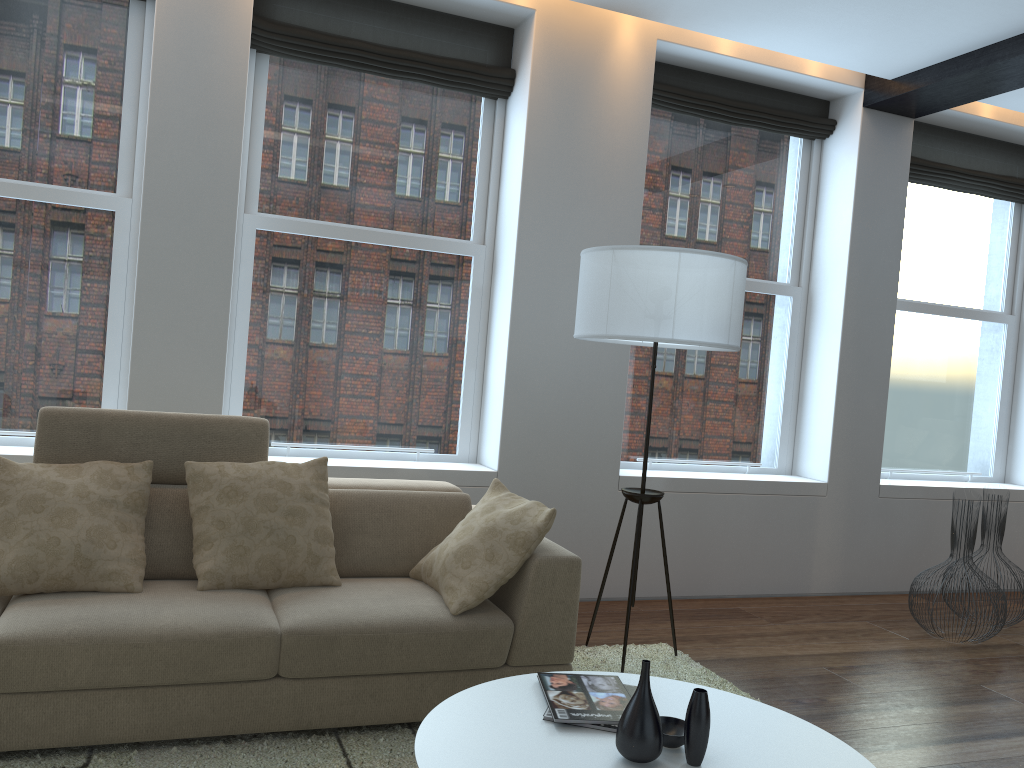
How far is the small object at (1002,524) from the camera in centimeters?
491cm

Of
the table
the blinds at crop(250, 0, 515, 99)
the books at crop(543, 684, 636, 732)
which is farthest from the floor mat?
the blinds at crop(250, 0, 515, 99)

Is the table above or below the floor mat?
above

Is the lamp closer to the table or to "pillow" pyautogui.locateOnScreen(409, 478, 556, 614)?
"pillow" pyautogui.locateOnScreen(409, 478, 556, 614)

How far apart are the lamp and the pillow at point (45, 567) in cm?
171

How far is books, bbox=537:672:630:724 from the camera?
2.07m

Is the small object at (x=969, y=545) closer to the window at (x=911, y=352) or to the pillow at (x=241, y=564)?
the window at (x=911, y=352)

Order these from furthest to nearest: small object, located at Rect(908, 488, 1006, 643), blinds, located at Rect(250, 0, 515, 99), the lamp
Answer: small object, located at Rect(908, 488, 1006, 643) → blinds, located at Rect(250, 0, 515, 99) → the lamp

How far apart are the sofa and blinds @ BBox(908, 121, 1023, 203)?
3.9 meters

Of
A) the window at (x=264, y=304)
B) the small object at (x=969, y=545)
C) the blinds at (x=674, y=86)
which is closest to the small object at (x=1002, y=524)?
the small object at (x=969, y=545)
